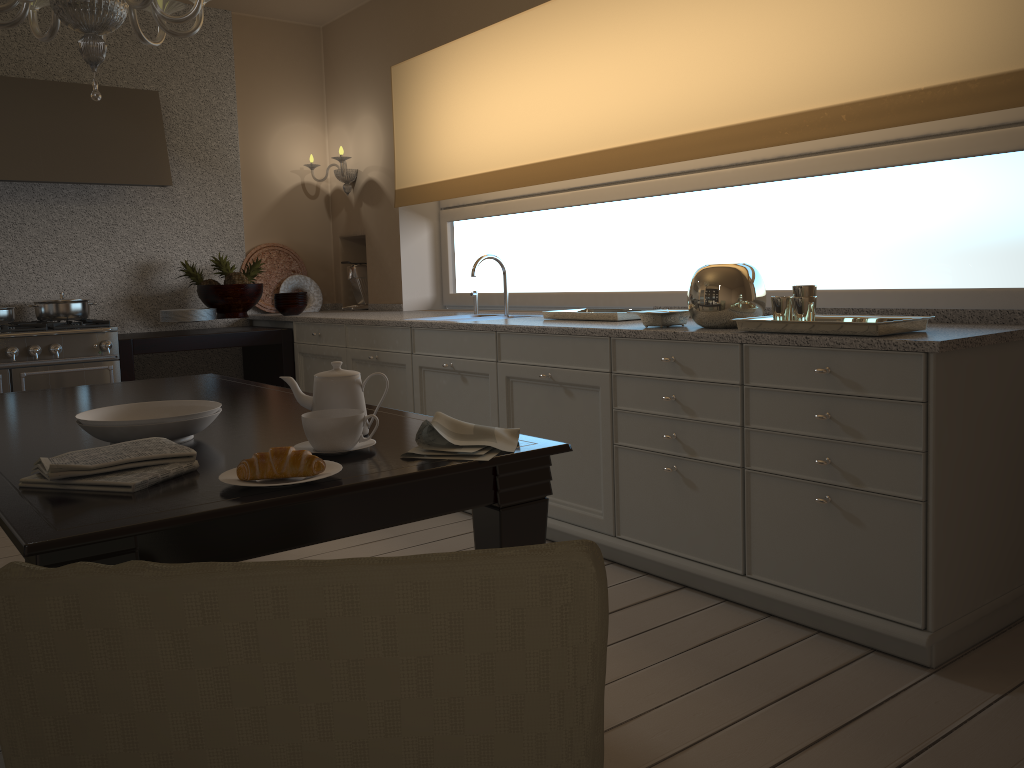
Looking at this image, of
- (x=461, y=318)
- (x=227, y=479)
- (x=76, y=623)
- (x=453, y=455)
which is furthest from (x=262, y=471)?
(x=461, y=318)

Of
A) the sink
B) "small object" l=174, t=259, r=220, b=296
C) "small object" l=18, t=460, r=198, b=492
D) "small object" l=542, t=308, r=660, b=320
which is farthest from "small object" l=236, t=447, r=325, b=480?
"small object" l=174, t=259, r=220, b=296

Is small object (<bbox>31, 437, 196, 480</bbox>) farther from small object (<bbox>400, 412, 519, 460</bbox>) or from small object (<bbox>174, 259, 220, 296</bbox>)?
small object (<bbox>174, 259, 220, 296</bbox>)

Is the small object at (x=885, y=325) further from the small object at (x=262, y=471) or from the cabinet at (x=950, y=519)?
the small object at (x=262, y=471)

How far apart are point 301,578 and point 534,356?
2.48m

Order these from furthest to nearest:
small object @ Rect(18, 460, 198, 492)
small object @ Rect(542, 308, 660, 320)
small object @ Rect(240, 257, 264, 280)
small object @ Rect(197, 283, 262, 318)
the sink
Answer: small object @ Rect(240, 257, 264, 280), small object @ Rect(197, 283, 262, 318), the sink, small object @ Rect(542, 308, 660, 320), small object @ Rect(18, 460, 198, 492)

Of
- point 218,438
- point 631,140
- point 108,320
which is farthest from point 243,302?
point 218,438

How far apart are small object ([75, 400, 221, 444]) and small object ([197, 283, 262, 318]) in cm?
290

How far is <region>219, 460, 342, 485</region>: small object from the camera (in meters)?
1.40

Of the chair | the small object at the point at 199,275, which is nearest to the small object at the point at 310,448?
the chair
